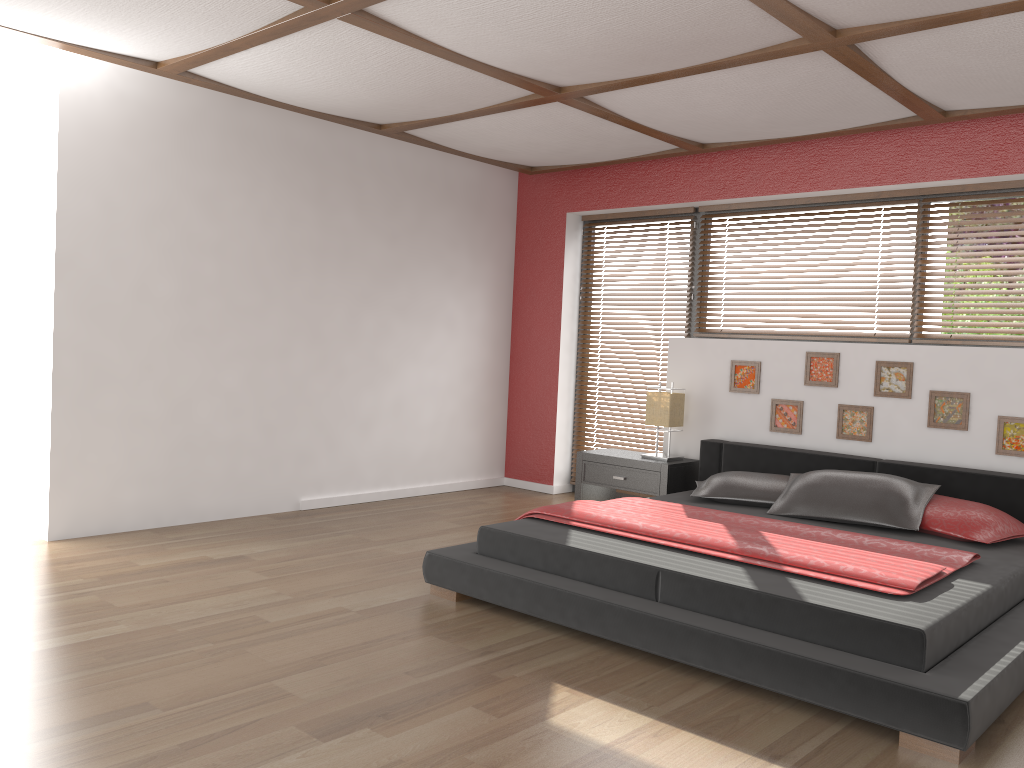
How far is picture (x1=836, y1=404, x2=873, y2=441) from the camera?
5.0m

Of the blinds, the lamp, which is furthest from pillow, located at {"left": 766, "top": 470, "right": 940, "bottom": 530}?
the blinds

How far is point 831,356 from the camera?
5.1m

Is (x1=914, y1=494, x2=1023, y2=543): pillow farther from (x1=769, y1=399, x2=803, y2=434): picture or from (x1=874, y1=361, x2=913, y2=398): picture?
(x1=769, y1=399, x2=803, y2=434): picture

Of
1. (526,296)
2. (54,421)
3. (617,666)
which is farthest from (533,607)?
(526,296)

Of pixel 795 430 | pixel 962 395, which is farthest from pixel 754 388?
pixel 962 395

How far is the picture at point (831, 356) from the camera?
5.1m

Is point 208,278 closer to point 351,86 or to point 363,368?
point 363,368

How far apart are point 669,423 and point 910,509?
1.68m

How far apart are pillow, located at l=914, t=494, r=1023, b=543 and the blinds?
2.3 meters
